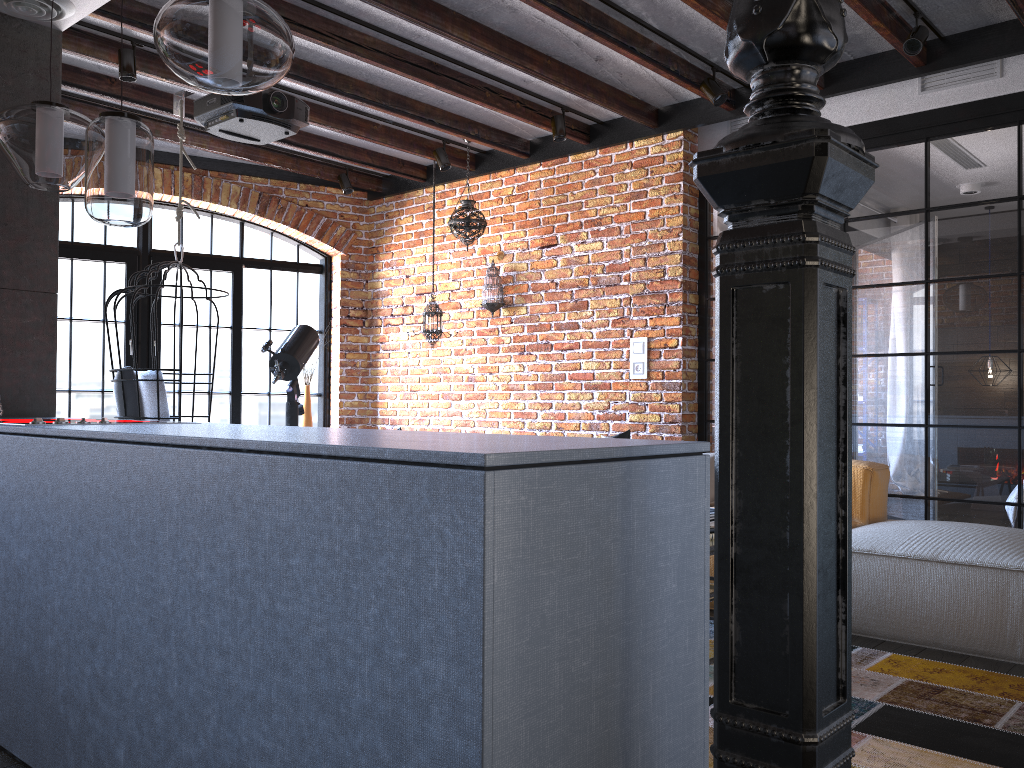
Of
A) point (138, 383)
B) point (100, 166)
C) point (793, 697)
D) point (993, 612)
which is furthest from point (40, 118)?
point (993, 612)

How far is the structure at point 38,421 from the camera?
2.4m

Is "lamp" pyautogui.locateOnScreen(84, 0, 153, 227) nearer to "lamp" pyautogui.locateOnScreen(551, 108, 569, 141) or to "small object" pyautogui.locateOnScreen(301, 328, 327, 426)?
"lamp" pyautogui.locateOnScreen(551, 108, 569, 141)

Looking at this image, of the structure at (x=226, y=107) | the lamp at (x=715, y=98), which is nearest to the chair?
the structure at (x=226, y=107)

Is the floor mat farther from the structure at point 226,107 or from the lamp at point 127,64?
the lamp at point 127,64

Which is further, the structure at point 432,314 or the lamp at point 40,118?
the structure at point 432,314

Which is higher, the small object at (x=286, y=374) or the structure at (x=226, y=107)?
the structure at (x=226, y=107)

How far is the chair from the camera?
4.9 meters

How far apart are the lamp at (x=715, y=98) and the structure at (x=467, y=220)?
1.8m

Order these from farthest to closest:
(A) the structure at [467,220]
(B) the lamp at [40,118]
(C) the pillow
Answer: (A) the structure at [467,220], (C) the pillow, (B) the lamp at [40,118]
